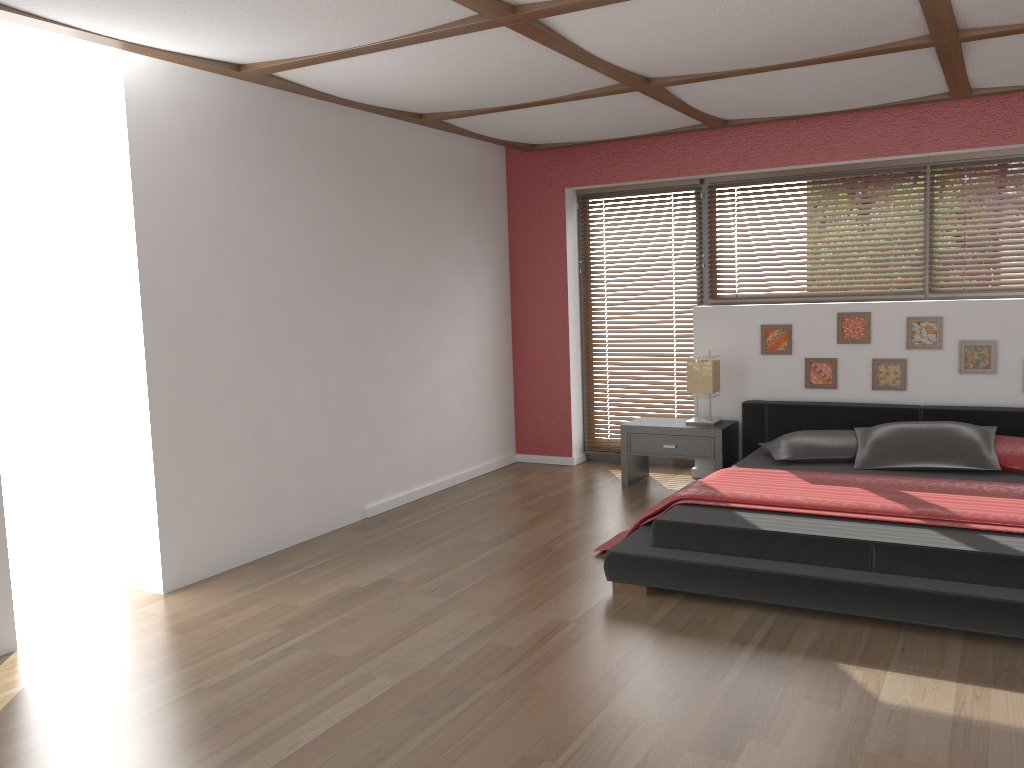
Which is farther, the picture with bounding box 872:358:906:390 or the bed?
the picture with bounding box 872:358:906:390

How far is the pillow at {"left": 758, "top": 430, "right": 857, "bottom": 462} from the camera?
5.03m

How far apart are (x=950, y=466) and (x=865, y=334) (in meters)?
1.19

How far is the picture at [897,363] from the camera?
5.5 meters

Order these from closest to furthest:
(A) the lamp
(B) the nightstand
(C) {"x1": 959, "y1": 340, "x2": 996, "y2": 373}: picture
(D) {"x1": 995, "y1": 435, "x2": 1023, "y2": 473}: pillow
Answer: (D) {"x1": 995, "y1": 435, "x2": 1023, "y2": 473}: pillow → (C) {"x1": 959, "y1": 340, "x2": 996, "y2": 373}: picture → (B) the nightstand → (A) the lamp

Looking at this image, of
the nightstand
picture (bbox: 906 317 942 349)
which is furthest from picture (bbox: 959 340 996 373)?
the nightstand

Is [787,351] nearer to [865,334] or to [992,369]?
[865,334]

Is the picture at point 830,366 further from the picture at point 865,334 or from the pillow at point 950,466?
the pillow at point 950,466

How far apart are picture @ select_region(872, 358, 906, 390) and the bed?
0.2 meters

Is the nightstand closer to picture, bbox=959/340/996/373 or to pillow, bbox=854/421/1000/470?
pillow, bbox=854/421/1000/470
